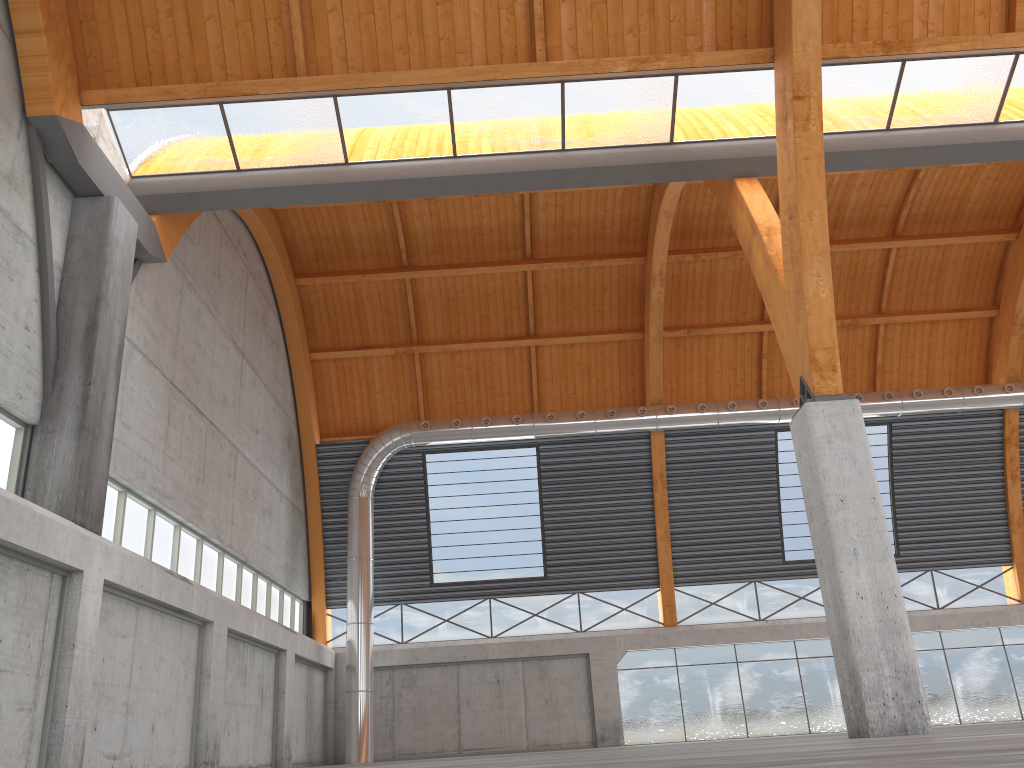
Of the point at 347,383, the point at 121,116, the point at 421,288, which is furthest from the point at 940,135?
the point at 347,383

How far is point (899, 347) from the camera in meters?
43.2 m

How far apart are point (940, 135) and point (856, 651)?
14.7m
